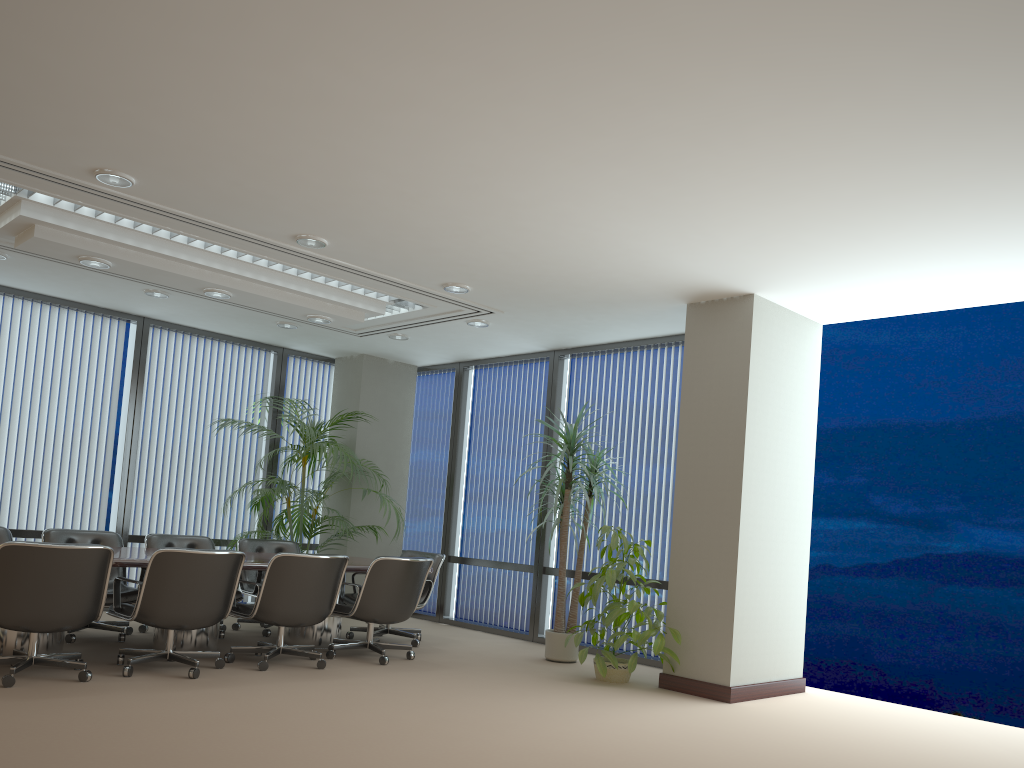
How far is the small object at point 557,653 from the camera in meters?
7.6

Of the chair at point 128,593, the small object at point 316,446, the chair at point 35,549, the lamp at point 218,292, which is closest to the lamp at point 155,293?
the lamp at point 218,292

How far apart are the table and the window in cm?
208

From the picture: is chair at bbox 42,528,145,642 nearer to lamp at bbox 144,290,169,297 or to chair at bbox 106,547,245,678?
chair at bbox 106,547,245,678

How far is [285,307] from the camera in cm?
Result: 754

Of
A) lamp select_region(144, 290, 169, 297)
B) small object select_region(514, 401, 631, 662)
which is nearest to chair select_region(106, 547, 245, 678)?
small object select_region(514, 401, 631, 662)

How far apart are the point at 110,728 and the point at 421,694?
2.01m

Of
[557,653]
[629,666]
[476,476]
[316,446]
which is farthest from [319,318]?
[629,666]

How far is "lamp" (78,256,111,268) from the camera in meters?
6.4

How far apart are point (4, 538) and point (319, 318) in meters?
3.0
